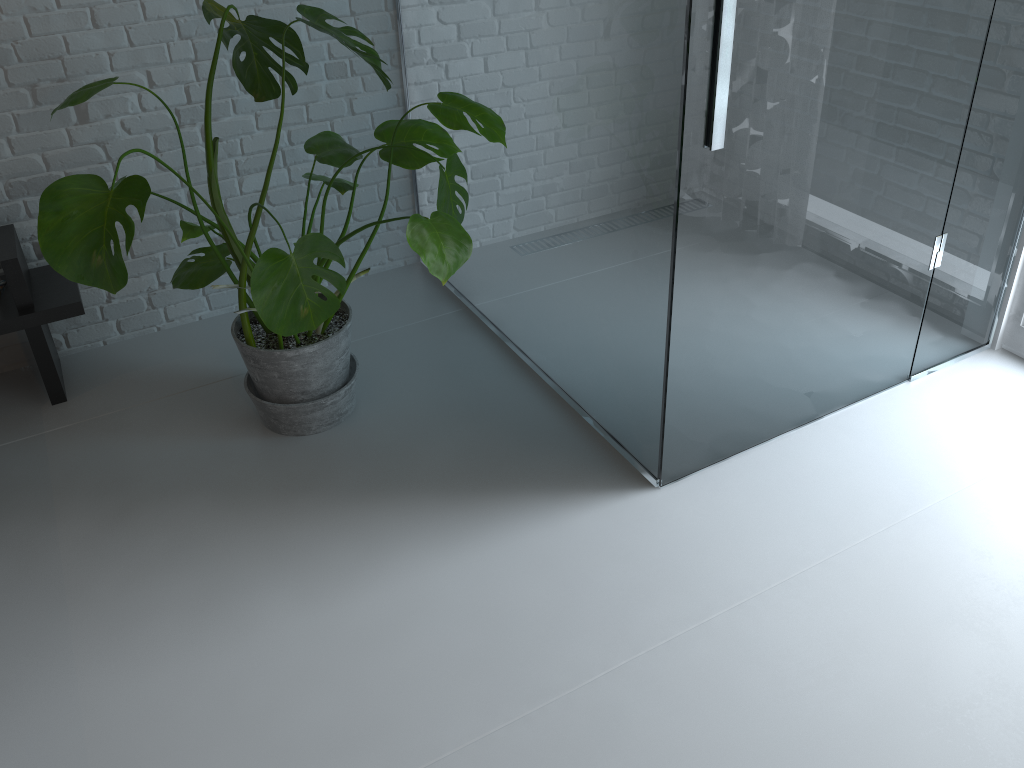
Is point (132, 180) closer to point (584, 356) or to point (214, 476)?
point (214, 476)

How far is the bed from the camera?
2.3m

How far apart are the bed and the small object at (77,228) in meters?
0.3 m

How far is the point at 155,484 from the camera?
2.2m

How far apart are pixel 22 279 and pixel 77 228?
0.8 meters

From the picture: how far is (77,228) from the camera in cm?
165

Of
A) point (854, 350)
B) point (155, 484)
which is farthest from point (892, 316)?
point (155, 484)

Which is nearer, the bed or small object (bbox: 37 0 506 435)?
small object (bbox: 37 0 506 435)

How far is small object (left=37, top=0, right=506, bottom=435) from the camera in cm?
165

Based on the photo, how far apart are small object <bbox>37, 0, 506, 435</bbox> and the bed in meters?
0.3
